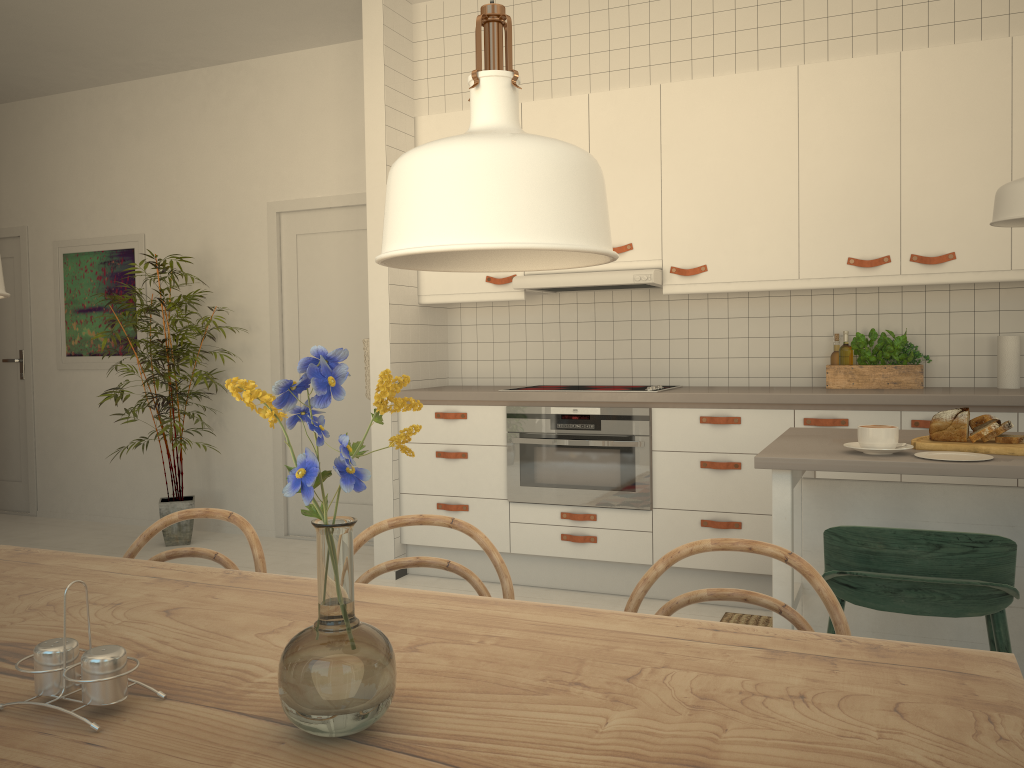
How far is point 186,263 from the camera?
5.6m

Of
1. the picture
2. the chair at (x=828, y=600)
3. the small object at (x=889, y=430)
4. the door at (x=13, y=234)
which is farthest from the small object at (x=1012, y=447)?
the door at (x=13, y=234)

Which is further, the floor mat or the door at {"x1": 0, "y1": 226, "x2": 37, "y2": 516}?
the door at {"x1": 0, "y1": 226, "x2": 37, "y2": 516}

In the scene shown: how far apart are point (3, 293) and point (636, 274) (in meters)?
3.05

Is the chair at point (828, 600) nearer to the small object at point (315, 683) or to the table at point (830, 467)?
the small object at point (315, 683)

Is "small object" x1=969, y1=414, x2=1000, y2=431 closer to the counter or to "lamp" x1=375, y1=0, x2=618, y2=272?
the counter

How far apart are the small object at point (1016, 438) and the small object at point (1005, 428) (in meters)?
0.02

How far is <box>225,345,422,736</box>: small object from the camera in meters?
0.8

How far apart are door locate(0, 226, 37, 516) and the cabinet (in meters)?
3.33

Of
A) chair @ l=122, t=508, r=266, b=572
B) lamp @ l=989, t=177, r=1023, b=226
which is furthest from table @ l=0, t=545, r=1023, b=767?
lamp @ l=989, t=177, r=1023, b=226
